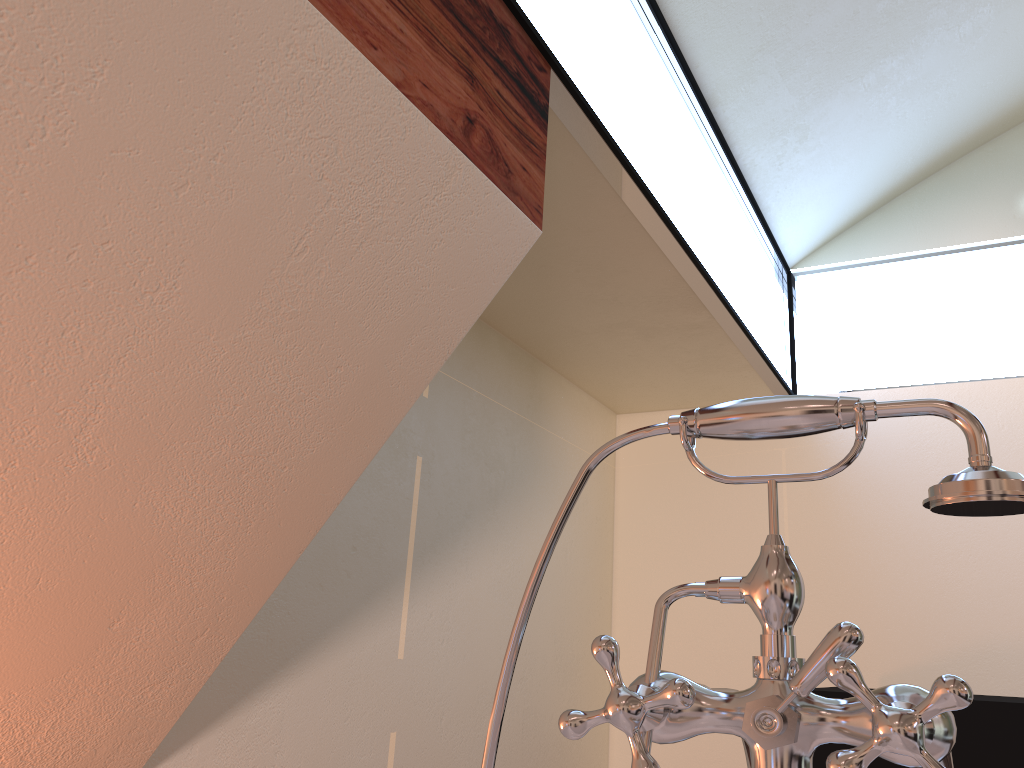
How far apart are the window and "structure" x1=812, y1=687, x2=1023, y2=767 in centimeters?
116cm

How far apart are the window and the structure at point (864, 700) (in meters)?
1.16

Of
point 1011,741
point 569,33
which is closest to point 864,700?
point 569,33

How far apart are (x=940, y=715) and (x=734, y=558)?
3.2 meters

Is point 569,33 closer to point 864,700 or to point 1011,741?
point 864,700

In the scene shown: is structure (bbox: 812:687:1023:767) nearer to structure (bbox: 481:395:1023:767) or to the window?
the window

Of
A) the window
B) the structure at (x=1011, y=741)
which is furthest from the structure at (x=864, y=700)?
the structure at (x=1011, y=741)

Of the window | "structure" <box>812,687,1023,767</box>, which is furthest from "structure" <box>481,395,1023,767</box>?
"structure" <box>812,687,1023,767</box>

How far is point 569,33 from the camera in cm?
197

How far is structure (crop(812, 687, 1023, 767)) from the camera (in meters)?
2.12
